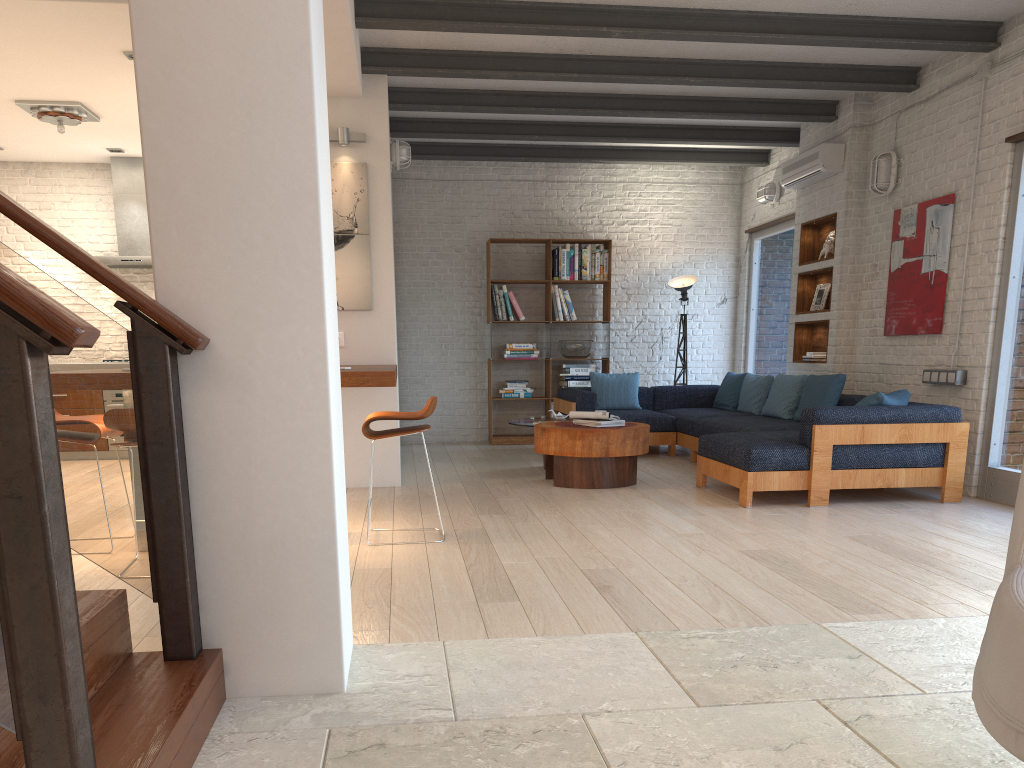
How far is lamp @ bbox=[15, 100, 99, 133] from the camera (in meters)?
6.73

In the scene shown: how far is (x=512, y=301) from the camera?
9.8 meters

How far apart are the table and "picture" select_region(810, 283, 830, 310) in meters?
2.5 m

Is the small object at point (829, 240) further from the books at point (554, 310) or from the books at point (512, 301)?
the books at point (512, 301)

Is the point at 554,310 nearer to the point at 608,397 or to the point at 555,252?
the point at 555,252

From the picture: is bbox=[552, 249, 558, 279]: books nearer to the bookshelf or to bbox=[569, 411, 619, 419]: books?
the bookshelf

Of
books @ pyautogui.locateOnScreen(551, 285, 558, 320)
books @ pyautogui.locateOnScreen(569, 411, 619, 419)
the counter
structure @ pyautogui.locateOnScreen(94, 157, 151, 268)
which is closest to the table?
books @ pyautogui.locateOnScreen(569, 411, 619, 419)

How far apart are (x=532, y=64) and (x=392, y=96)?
1.40m

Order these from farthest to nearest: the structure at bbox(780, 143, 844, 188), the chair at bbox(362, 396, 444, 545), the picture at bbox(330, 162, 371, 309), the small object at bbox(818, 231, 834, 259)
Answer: the small object at bbox(818, 231, 834, 259), the structure at bbox(780, 143, 844, 188), the picture at bbox(330, 162, 371, 309), the chair at bbox(362, 396, 444, 545)

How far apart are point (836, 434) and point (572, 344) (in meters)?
4.46
